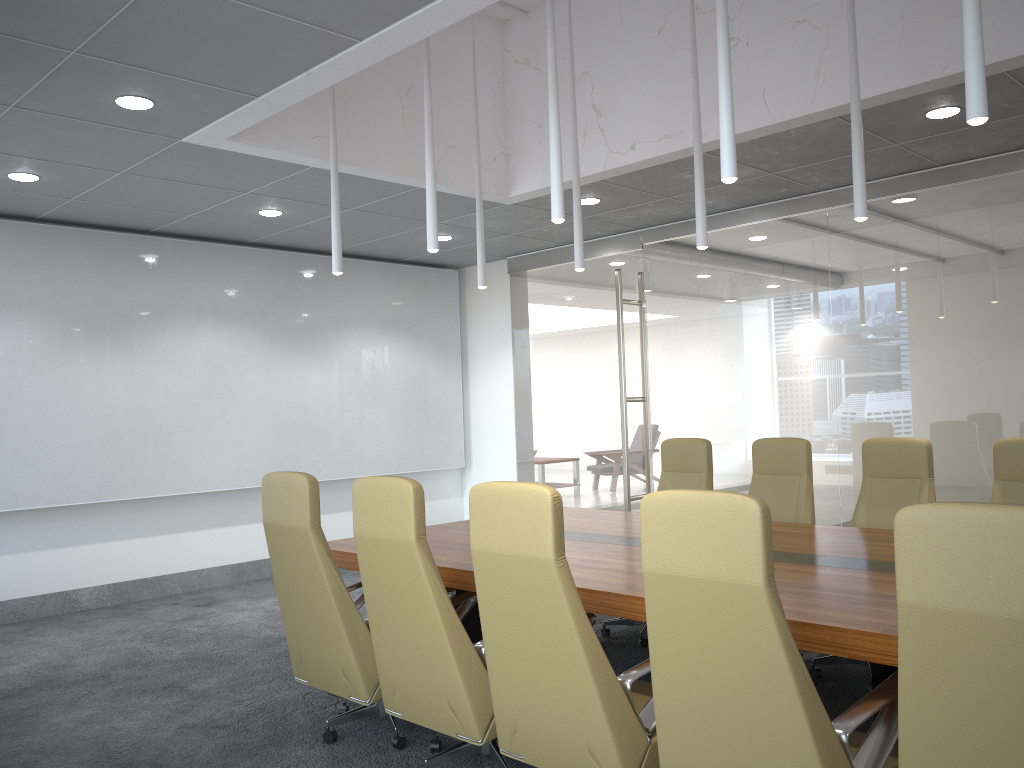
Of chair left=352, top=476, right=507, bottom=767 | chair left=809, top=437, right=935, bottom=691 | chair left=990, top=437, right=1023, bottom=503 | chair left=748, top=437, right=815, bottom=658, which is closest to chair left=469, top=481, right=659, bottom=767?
chair left=352, top=476, right=507, bottom=767

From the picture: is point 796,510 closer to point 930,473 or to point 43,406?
point 930,473

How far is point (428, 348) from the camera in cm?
1076

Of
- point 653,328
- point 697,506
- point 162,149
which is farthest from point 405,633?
point 653,328

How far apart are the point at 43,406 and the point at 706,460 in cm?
563

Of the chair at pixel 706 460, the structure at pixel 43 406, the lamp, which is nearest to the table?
the chair at pixel 706 460

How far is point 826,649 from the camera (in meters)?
3.04

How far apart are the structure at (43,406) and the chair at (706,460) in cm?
420

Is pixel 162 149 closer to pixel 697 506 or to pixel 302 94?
pixel 302 94

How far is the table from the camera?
3.0m
